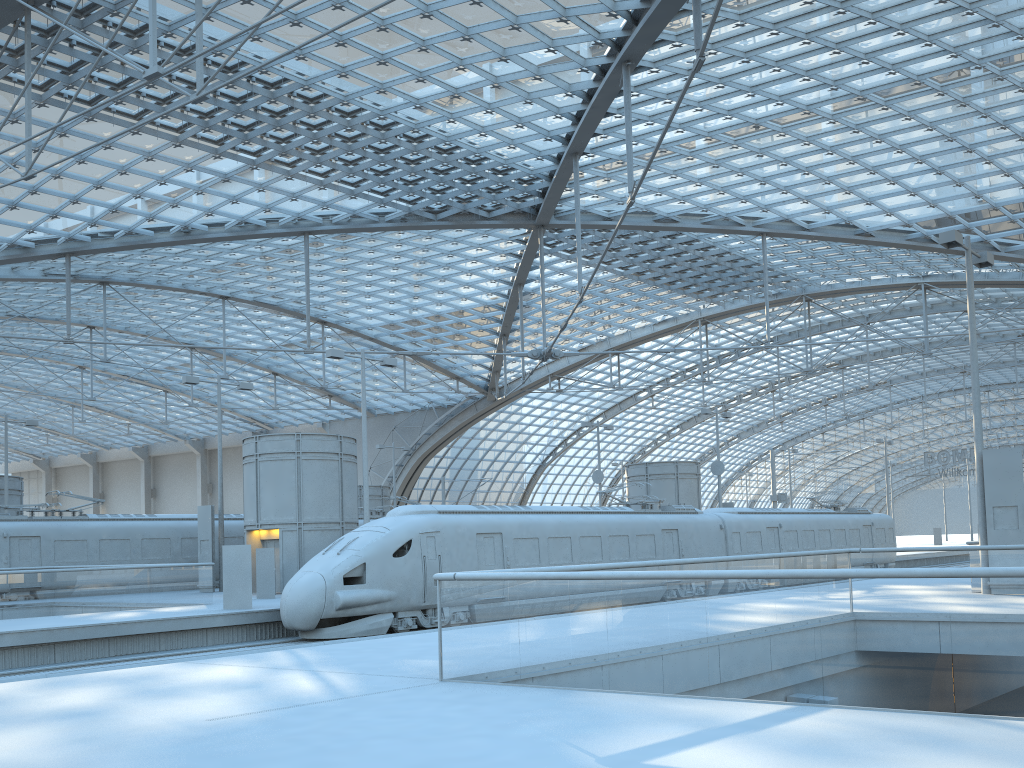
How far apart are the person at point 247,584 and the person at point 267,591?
4.3 meters

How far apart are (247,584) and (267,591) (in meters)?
4.65

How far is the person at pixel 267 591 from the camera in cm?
2671

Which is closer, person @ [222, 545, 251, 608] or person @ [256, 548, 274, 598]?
person @ [222, 545, 251, 608]

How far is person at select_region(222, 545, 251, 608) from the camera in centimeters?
2228cm

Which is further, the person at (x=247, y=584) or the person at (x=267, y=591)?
the person at (x=267, y=591)

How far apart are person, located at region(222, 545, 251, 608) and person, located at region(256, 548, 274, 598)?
4.3m

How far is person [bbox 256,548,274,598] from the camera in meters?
26.7
